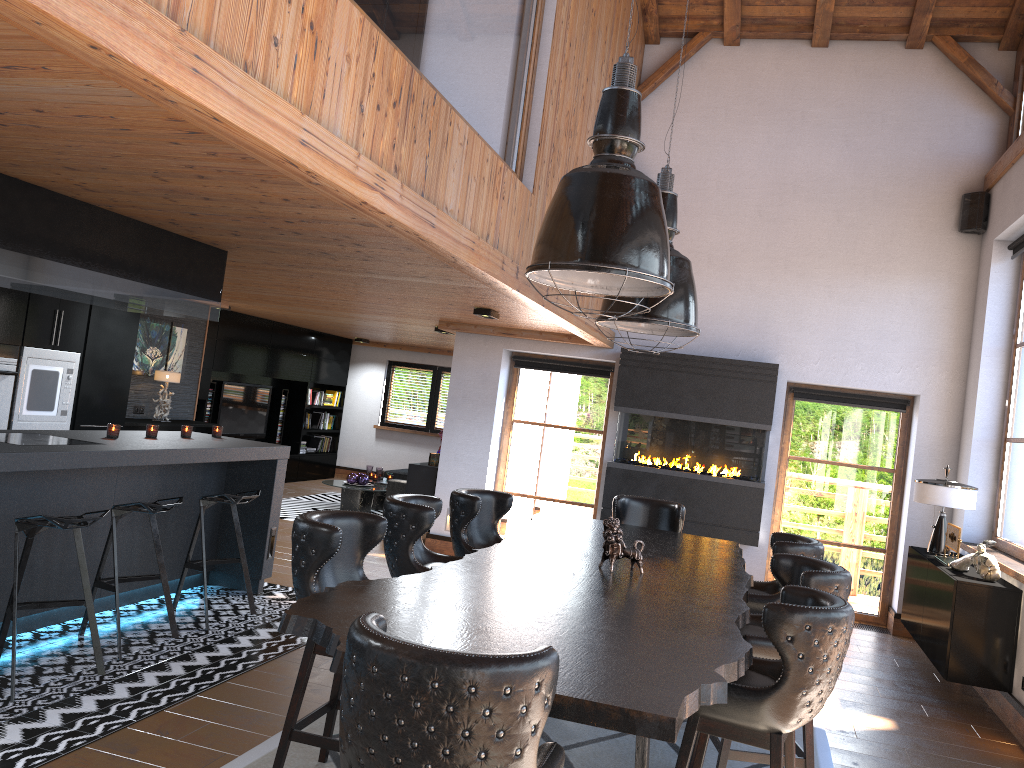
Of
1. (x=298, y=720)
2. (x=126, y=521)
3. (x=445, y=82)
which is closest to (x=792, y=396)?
(x=445, y=82)

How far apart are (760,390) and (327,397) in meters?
8.6

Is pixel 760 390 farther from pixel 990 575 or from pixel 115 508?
pixel 115 508

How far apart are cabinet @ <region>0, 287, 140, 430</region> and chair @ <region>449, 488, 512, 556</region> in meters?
4.0 m

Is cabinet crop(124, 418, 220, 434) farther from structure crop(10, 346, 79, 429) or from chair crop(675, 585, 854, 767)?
chair crop(675, 585, 854, 767)

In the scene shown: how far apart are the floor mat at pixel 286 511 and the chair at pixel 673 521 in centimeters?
535cm

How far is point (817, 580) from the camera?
3.7m

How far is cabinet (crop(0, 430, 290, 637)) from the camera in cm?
480

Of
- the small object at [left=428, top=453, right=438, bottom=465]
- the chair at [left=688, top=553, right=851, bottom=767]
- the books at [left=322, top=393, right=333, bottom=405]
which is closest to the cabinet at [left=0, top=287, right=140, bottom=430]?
the small object at [left=428, top=453, right=438, bottom=465]

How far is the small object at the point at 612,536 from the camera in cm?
401
